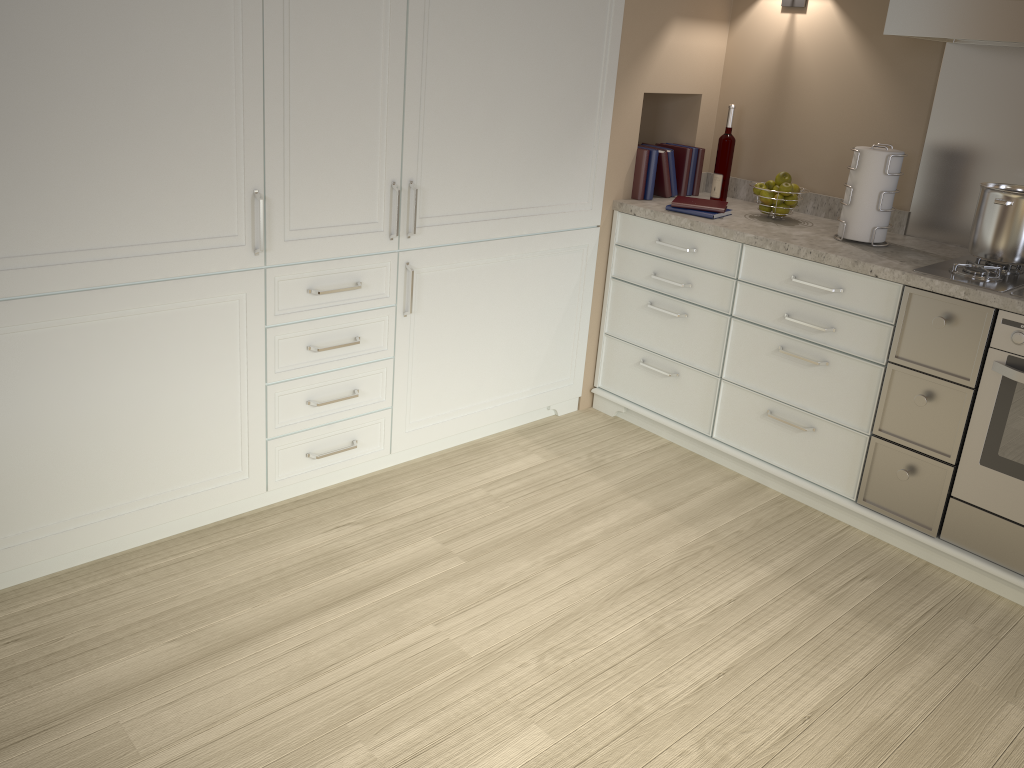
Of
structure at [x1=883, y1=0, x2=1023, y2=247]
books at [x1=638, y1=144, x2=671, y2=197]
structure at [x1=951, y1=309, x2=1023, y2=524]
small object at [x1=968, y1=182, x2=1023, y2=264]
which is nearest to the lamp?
structure at [x1=883, y1=0, x2=1023, y2=247]

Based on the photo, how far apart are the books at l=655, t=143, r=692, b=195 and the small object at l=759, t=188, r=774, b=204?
0.4 meters

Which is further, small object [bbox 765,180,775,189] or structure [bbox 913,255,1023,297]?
small object [bbox 765,180,775,189]

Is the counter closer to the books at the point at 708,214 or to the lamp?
the books at the point at 708,214

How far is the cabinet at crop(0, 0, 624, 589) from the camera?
2.0 meters

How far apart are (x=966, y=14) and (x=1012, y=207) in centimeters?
53cm

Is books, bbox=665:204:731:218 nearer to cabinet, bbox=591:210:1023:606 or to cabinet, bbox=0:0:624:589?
cabinet, bbox=591:210:1023:606

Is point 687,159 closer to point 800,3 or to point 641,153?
point 641,153

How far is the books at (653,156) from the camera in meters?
3.2 m

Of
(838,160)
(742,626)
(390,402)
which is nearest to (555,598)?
(742,626)
